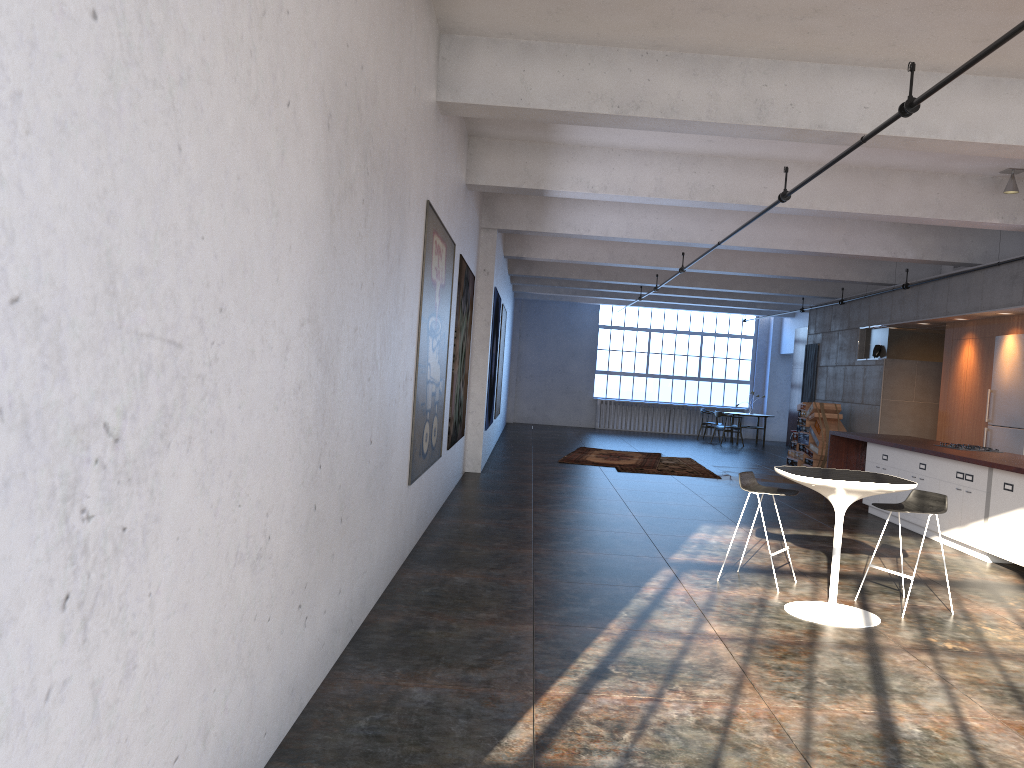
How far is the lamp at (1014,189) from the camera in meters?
9.2

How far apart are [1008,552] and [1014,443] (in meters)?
4.34

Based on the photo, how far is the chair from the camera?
6.13m

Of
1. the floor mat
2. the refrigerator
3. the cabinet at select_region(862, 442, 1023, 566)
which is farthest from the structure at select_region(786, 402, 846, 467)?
the cabinet at select_region(862, 442, 1023, 566)

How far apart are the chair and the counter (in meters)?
1.75

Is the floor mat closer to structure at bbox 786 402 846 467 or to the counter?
structure at bbox 786 402 846 467

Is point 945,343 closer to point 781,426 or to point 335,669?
point 781,426

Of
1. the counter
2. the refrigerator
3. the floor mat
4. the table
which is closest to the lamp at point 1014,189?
the counter

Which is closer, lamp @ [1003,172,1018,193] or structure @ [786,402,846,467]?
lamp @ [1003,172,1018,193]

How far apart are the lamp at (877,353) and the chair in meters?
9.7 m
